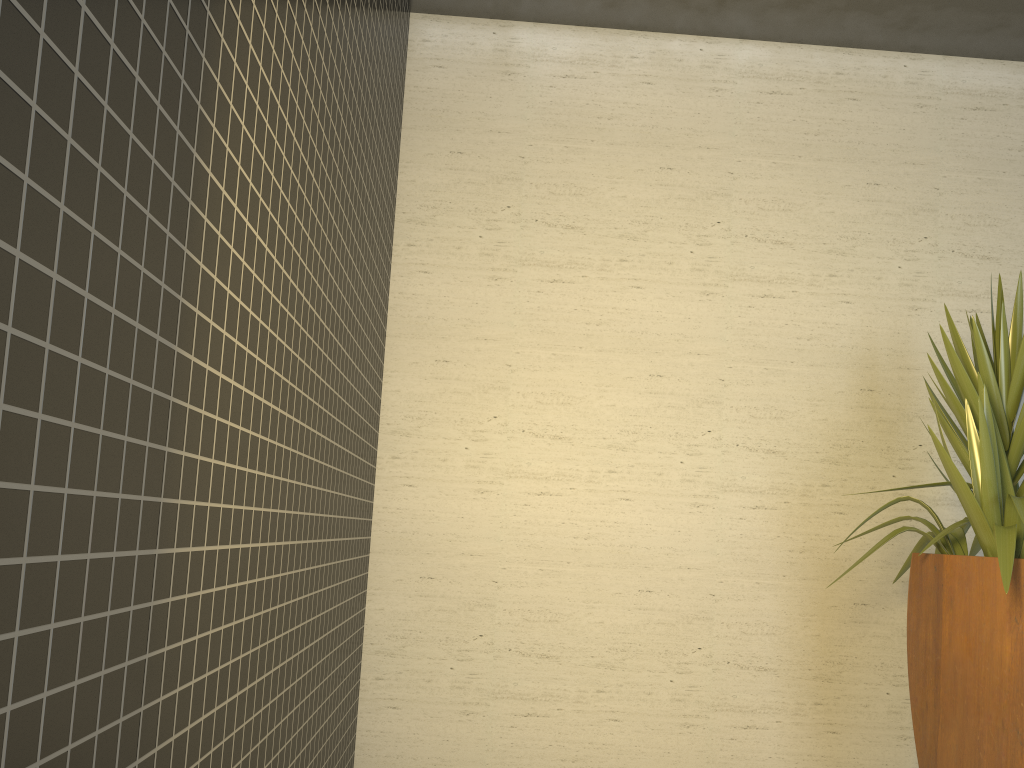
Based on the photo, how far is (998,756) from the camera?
2.6 meters

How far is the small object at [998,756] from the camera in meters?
2.6 m

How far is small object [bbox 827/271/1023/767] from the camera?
2.6 meters
